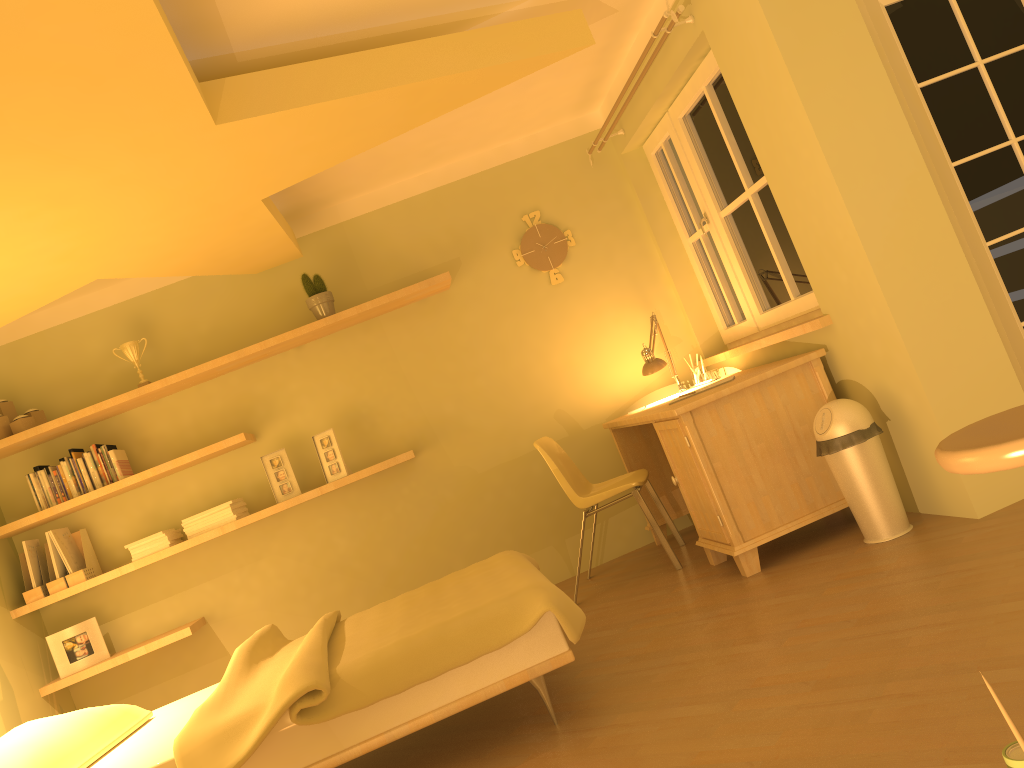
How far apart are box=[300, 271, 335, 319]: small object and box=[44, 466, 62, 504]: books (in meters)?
1.52

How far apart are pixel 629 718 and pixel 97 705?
3.29m

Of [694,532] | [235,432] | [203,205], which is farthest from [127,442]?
[694,532]

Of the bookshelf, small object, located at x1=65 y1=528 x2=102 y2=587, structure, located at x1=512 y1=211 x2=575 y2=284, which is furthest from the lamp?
small object, located at x1=65 y1=528 x2=102 y2=587

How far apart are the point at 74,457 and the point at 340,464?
1.3m

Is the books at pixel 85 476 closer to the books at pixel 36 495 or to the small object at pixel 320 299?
the books at pixel 36 495

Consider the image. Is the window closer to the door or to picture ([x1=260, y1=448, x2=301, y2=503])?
the door

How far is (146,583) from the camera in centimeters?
466cm

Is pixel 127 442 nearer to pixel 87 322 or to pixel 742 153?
pixel 87 322

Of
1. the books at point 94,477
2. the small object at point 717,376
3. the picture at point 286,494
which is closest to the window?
the small object at point 717,376
